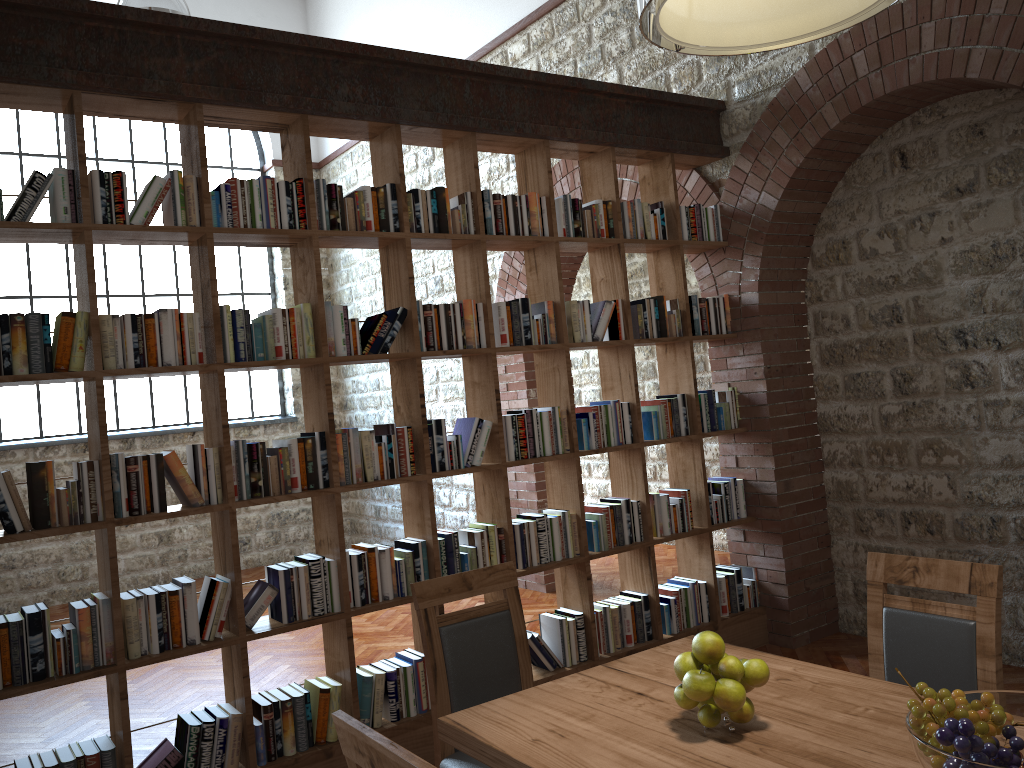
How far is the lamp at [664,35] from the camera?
1.9 meters

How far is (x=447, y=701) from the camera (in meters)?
2.79

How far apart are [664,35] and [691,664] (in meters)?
1.37

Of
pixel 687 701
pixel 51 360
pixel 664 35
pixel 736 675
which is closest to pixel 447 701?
pixel 687 701

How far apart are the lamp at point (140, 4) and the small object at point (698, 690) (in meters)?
5.24

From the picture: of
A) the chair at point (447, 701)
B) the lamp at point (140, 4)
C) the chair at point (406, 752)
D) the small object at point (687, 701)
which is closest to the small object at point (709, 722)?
the small object at point (687, 701)

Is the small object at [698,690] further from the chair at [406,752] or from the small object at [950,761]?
the chair at [406,752]

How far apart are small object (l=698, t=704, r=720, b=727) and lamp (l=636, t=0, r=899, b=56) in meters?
1.5

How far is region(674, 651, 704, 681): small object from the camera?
2.0 meters

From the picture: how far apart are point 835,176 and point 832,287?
0.6m
